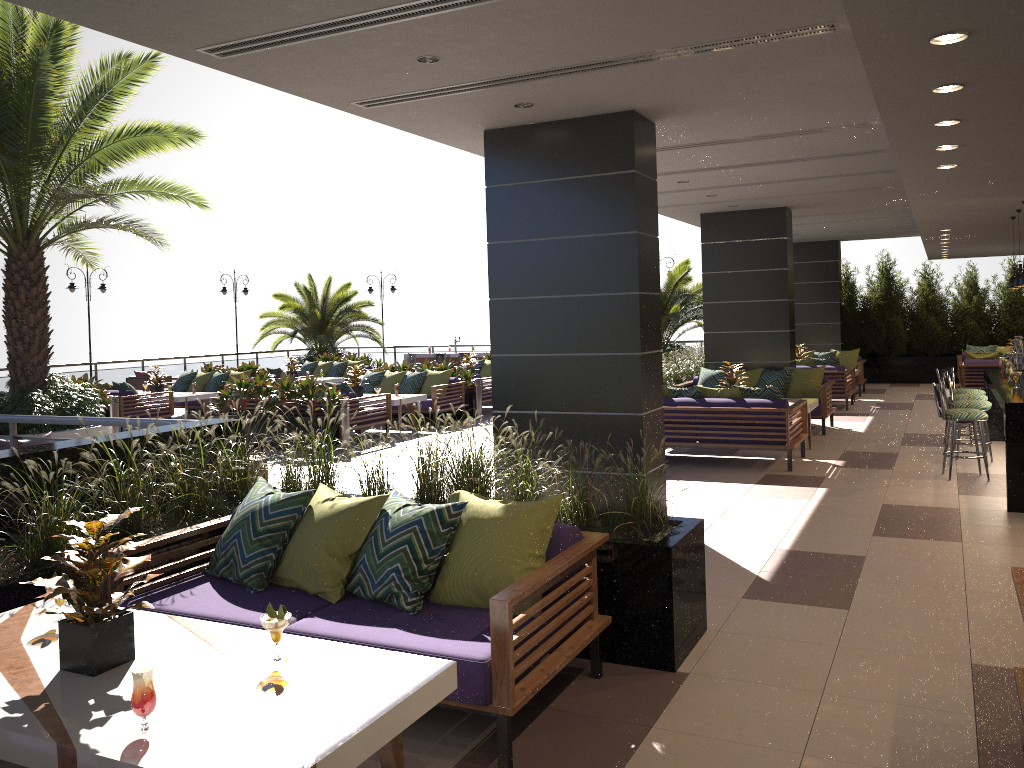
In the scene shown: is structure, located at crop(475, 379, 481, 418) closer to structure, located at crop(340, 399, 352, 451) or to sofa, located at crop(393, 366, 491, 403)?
sofa, located at crop(393, 366, 491, 403)

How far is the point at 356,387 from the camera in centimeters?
1420cm

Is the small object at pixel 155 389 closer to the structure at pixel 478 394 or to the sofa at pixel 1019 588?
the structure at pixel 478 394

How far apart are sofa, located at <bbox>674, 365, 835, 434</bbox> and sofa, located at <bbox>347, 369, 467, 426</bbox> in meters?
4.0

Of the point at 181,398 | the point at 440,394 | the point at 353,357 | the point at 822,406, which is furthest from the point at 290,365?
the point at 822,406

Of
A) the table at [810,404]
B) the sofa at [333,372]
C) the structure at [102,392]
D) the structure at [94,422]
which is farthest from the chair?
the table at [810,404]

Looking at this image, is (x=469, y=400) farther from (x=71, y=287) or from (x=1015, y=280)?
(x=71, y=287)

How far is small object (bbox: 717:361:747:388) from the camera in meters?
A: 11.6 m

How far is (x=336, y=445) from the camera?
12.11m

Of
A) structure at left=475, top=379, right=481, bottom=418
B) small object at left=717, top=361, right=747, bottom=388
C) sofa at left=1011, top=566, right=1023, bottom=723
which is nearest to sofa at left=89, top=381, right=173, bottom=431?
structure at left=475, top=379, right=481, bottom=418
